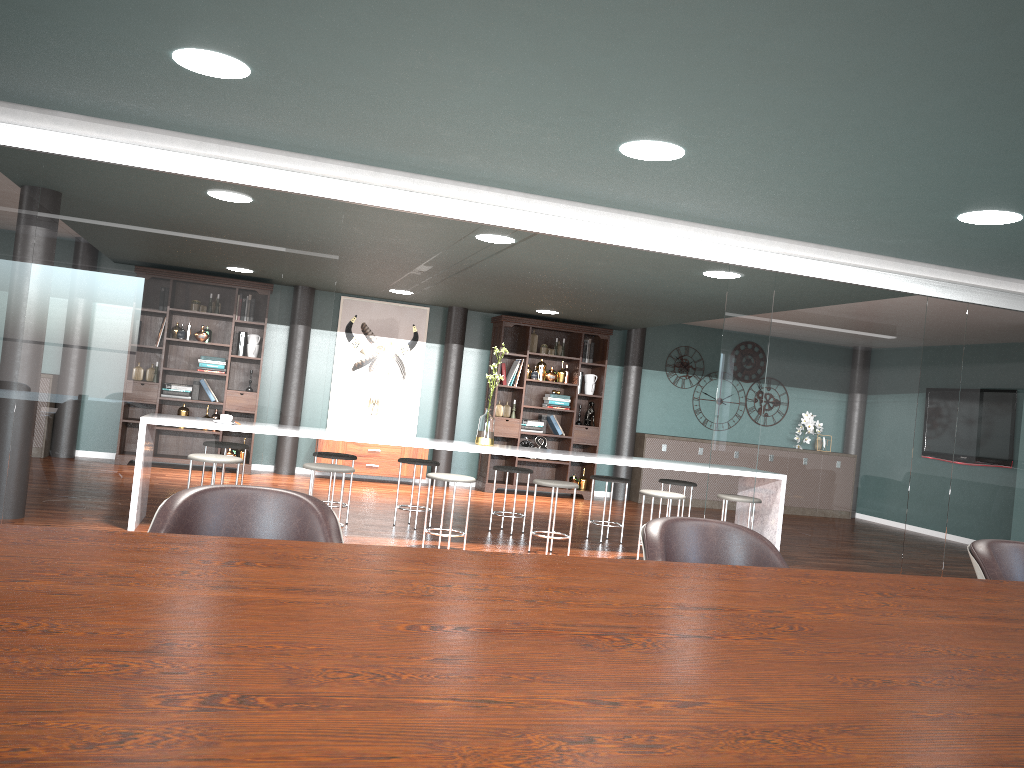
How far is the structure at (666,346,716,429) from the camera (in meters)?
11.05

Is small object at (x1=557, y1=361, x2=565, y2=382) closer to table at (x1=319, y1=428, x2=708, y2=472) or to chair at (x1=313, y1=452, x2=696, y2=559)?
chair at (x1=313, y1=452, x2=696, y2=559)

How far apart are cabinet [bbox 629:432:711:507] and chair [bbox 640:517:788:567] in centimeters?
805cm

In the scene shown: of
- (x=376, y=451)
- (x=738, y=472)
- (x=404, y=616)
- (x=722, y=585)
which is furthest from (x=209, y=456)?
(x=376, y=451)

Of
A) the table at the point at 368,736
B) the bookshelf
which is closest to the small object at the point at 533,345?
the bookshelf

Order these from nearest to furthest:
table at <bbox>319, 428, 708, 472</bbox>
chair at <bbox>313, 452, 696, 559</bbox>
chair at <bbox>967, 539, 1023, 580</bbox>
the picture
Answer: chair at <bbox>967, 539, 1023, 580</bbox> < chair at <bbox>313, 452, 696, 559</bbox> < table at <bbox>319, 428, 708, 472</bbox> < the picture

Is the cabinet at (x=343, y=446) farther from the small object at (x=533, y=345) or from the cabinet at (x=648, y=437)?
the cabinet at (x=648, y=437)

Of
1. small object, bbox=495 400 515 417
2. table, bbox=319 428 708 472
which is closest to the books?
small object, bbox=495 400 515 417

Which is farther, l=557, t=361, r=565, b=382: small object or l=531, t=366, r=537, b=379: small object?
l=557, t=361, r=565, b=382: small object

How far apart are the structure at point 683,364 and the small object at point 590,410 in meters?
A: 1.5
